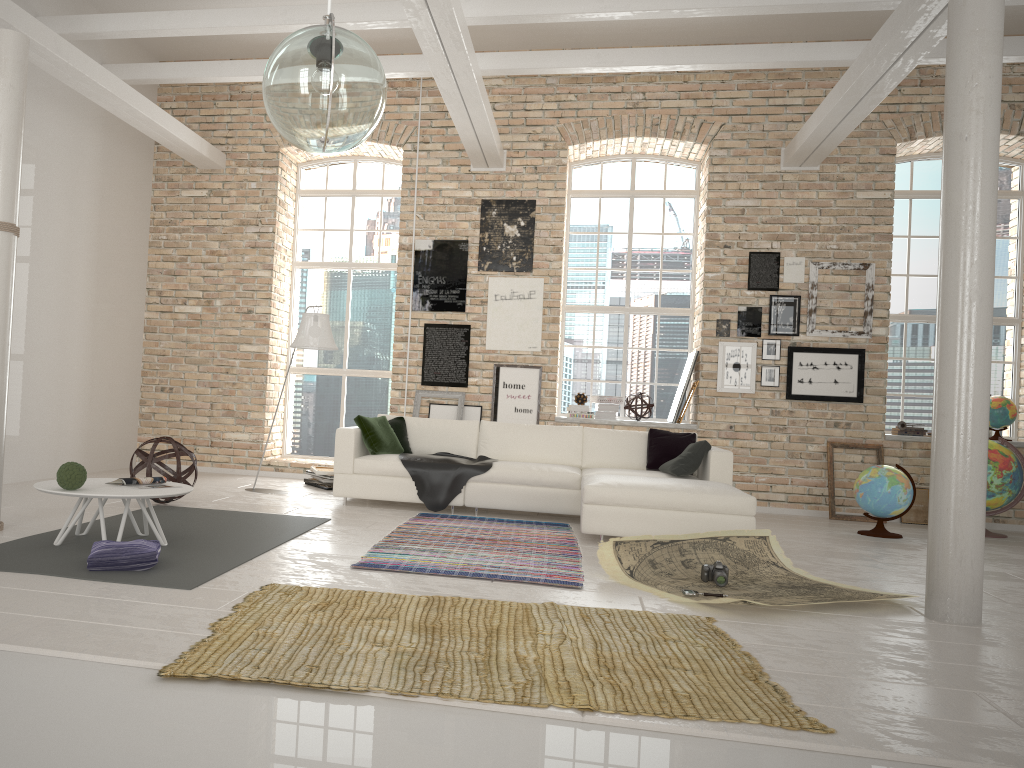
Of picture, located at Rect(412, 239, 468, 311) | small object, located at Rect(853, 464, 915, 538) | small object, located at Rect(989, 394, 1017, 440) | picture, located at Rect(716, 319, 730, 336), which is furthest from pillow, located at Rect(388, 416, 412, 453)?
small object, located at Rect(989, 394, 1017, 440)

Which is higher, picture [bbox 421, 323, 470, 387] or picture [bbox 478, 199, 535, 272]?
picture [bbox 478, 199, 535, 272]

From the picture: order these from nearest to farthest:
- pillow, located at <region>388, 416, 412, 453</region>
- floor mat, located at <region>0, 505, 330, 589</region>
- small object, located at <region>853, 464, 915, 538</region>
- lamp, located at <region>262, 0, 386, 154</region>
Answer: lamp, located at <region>262, 0, 386, 154</region> → floor mat, located at <region>0, 505, 330, 589</region> → small object, located at <region>853, 464, 915, 538</region> → pillow, located at <region>388, 416, 412, 453</region>

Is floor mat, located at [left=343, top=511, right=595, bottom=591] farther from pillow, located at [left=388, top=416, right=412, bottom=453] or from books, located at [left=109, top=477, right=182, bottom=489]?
books, located at [left=109, top=477, right=182, bottom=489]

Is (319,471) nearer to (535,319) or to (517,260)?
(535,319)

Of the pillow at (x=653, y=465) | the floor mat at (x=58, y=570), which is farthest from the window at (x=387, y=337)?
the floor mat at (x=58, y=570)

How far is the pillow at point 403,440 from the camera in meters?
8.1

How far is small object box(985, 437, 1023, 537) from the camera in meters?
7.7

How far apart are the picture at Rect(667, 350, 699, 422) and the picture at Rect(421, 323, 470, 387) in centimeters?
219cm

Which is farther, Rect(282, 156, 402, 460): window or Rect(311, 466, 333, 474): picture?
Rect(282, 156, 402, 460): window
